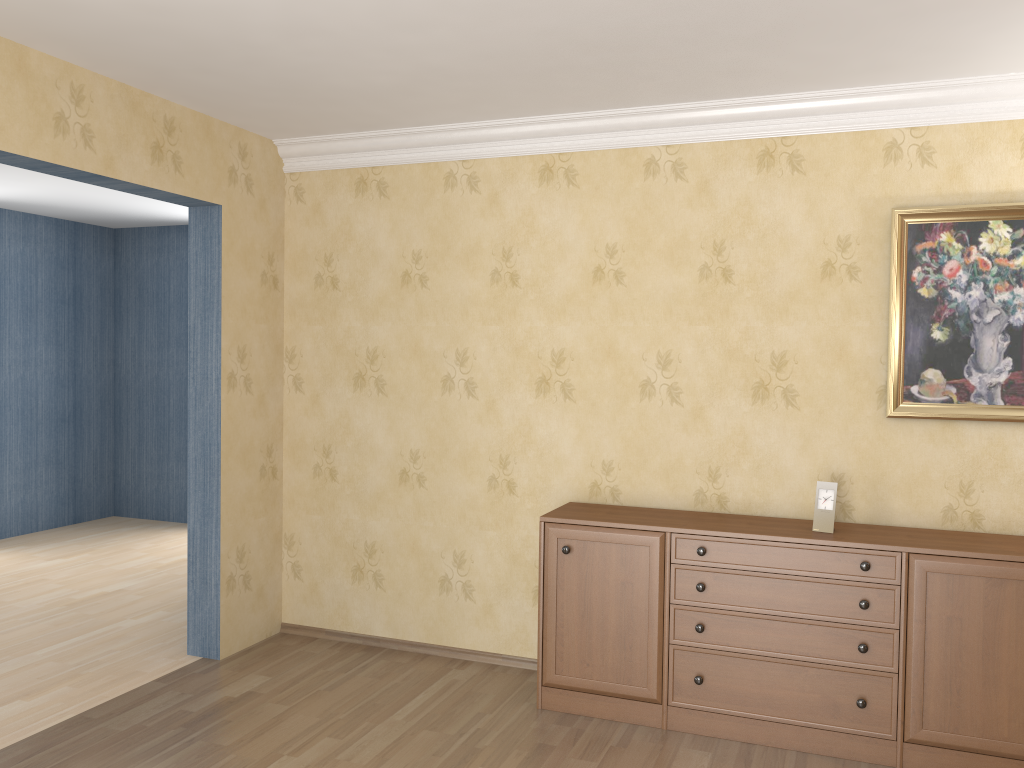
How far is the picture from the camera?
3.5 meters

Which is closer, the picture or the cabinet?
the cabinet

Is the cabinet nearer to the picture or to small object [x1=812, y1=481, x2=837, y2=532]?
small object [x1=812, y1=481, x2=837, y2=532]

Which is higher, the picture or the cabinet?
the picture

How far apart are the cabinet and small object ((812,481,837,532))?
0.02m

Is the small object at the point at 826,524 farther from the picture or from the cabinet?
the picture

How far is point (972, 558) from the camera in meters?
3.2 m

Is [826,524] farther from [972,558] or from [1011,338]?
[1011,338]

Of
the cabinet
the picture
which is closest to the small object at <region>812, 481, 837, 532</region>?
the cabinet

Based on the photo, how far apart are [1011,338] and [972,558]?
0.9 meters
